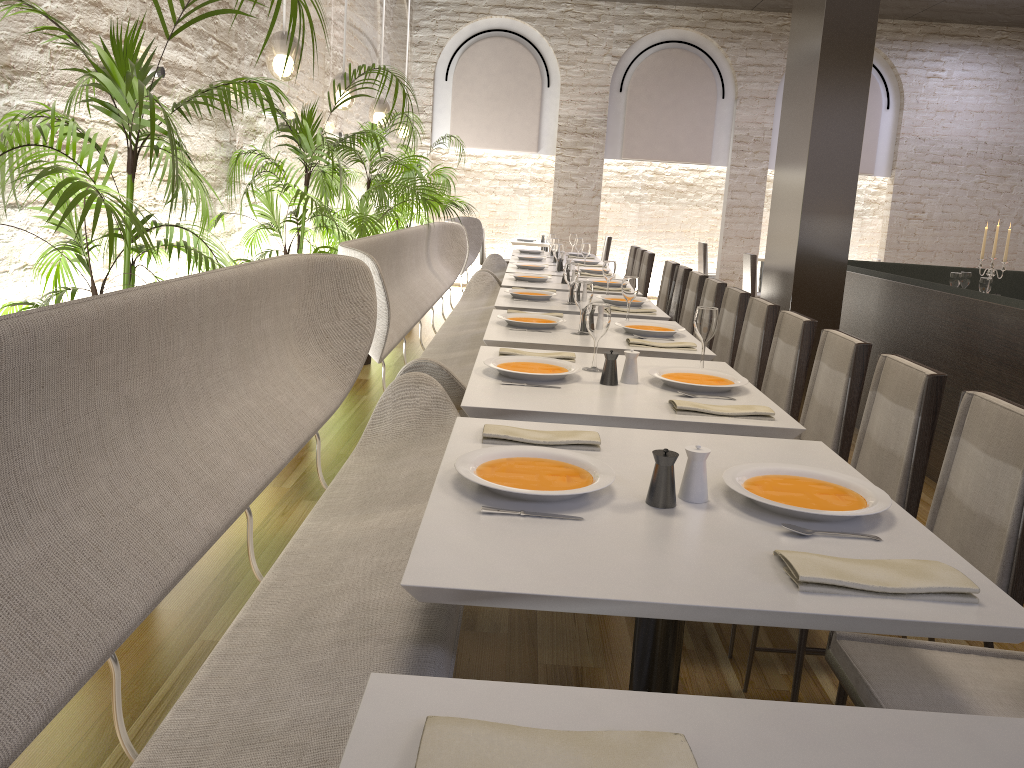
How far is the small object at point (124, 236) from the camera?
2.1 meters

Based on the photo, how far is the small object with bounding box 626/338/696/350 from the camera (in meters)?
3.60

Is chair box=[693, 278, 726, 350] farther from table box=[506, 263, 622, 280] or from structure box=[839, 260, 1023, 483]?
table box=[506, 263, 622, 280]

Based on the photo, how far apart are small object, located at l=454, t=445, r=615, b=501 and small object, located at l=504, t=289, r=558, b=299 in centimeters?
316cm

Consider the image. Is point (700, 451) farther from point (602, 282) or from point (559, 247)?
point (559, 247)

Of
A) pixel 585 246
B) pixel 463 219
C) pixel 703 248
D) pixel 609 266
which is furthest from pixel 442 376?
pixel 703 248

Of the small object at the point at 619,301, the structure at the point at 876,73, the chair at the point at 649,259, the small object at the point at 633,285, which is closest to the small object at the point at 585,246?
the chair at the point at 649,259

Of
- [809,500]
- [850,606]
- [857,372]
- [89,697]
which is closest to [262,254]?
[89,697]

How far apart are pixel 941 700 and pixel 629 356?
1.4m

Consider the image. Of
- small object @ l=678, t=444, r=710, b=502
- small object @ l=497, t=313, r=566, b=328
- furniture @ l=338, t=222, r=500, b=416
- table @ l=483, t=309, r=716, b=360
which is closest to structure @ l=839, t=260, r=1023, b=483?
table @ l=483, t=309, r=716, b=360
